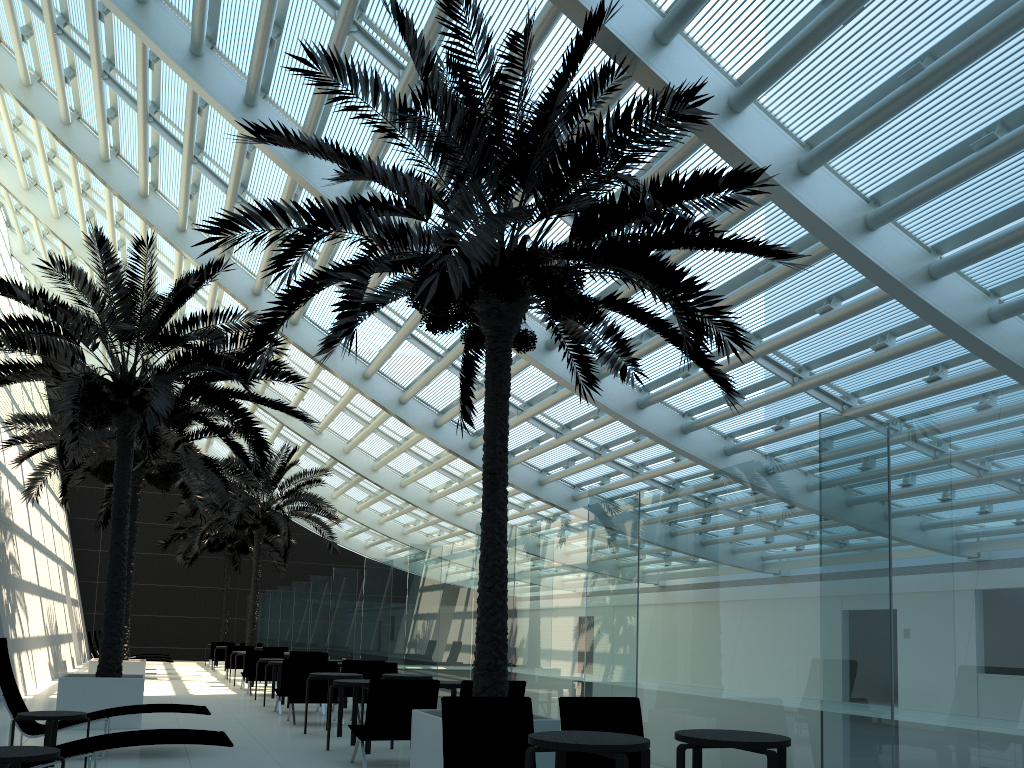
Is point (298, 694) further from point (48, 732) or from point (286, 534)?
point (286, 534)

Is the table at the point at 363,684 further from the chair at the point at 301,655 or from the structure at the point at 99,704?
the chair at the point at 301,655

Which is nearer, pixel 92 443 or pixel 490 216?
pixel 490 216

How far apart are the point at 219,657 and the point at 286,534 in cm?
683

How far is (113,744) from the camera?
6.2m

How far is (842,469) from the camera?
5.0m

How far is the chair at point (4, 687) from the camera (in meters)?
8.15

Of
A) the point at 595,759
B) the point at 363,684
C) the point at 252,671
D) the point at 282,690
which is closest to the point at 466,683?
the point at 363,684

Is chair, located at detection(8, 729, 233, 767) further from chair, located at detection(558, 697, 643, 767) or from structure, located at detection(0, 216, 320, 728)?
structure, located at detection(0, 216, 320, 728)

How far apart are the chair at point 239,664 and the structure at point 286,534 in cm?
164
